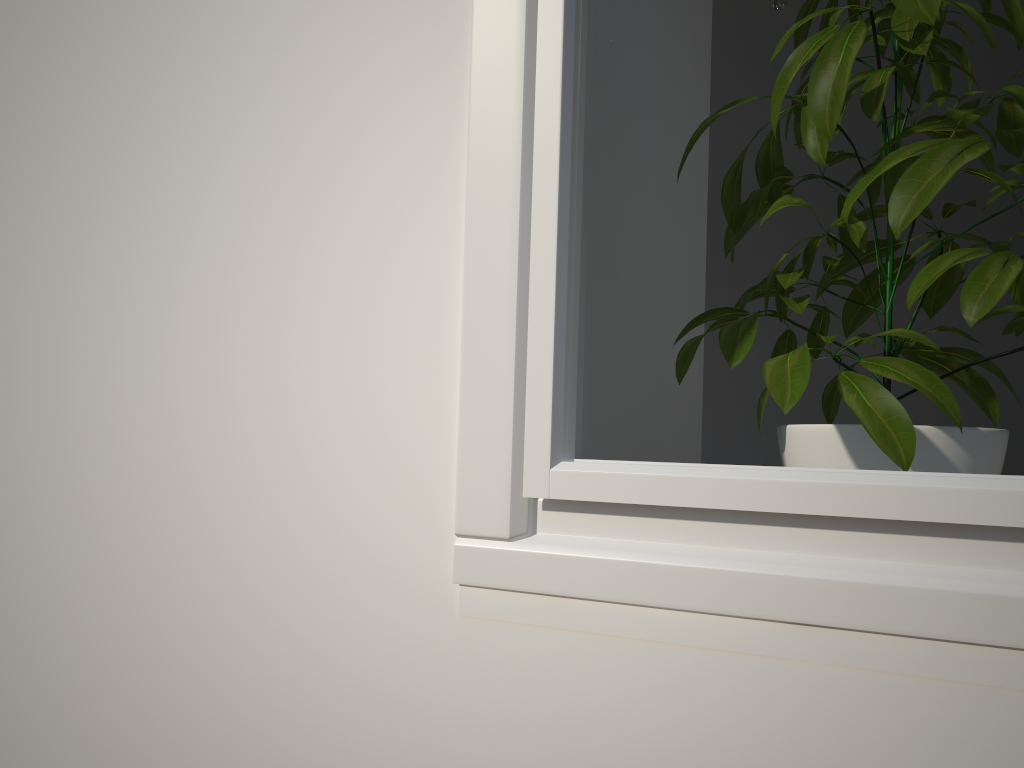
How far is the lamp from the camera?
3.31m

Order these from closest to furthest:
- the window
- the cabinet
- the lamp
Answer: the window
the cabinet
the lamp

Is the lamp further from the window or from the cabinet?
the window

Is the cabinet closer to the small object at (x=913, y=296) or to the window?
the small object at (x=913, y=296)

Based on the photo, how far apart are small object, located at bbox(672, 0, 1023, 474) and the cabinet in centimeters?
14cm

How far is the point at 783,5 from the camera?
3.3m

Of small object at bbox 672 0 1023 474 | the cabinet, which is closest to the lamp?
the cabinet

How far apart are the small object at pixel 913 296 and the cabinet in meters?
0.1

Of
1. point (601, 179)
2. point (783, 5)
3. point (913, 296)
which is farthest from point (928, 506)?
point (783, 5)

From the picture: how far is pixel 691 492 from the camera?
0.51m
